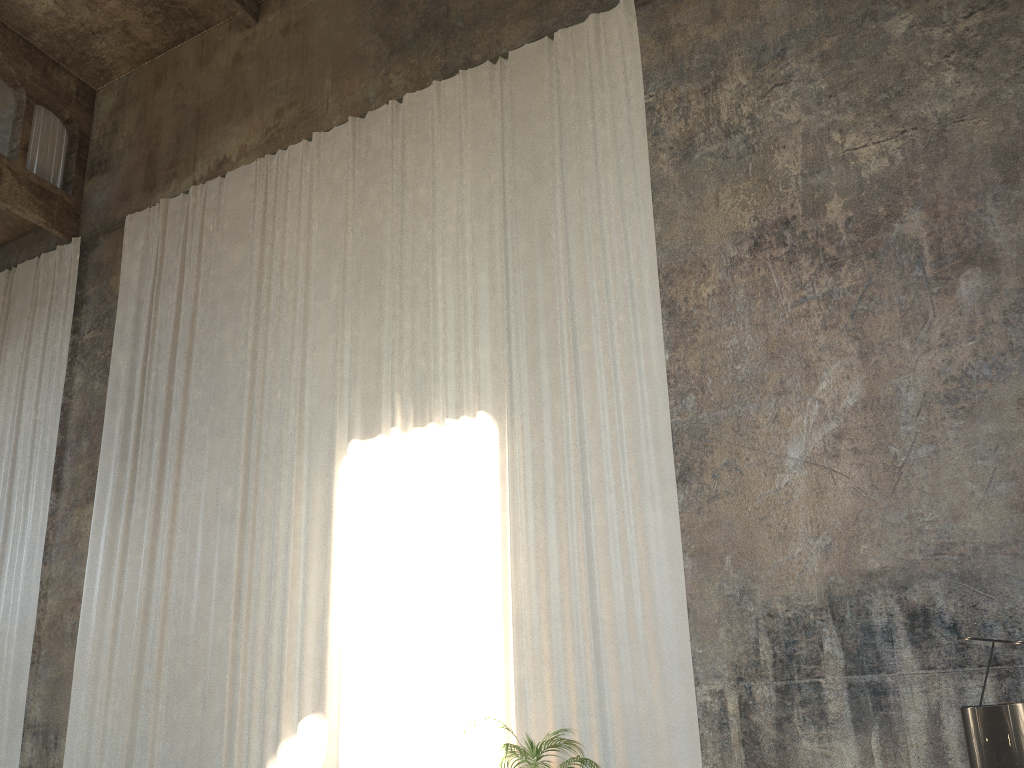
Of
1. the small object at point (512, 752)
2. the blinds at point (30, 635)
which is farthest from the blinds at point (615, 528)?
the blinds at point (30, 635)

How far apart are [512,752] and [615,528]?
2.1 meters

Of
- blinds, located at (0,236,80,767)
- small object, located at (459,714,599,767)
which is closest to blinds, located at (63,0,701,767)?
small object, located at (459,714,599,767)

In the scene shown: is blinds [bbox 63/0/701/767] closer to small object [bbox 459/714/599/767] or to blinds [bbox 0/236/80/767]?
small object [bbox 459/714/599/767]

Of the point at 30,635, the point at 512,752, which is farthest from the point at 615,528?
the point at 30,635

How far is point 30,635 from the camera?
11.1m

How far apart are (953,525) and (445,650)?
4.5 meters

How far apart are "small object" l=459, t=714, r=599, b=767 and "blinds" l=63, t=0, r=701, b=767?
0.62m

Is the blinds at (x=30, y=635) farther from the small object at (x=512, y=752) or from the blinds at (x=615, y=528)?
the small object at (x=512, y=752)

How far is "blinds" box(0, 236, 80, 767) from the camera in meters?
11.1 m
